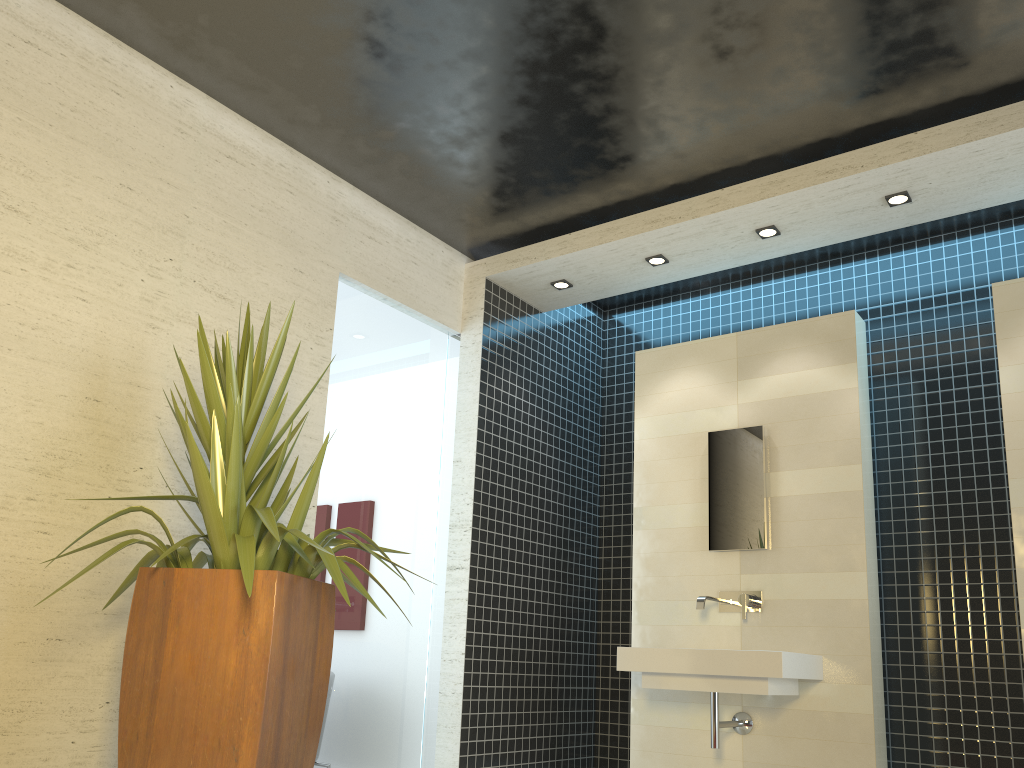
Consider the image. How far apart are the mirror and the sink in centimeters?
24cm

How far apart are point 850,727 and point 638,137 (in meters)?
2.98

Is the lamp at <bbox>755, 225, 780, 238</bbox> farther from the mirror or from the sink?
the sink

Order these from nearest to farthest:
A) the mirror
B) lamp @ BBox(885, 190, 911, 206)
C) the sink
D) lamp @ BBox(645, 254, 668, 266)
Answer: the sink → lamp @ BBox(885, 190, 911, 206) → the mirror → lamp @ BBox(645, 254, 668, 266)

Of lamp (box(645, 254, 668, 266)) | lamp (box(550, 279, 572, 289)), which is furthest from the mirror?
lamp (box(550, 279, 572, 289))

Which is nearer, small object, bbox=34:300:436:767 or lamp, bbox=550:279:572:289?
small object, bbox=34:300:436:767

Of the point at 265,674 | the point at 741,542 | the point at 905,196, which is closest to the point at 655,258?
the point at 905,196

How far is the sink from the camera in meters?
3.9 m

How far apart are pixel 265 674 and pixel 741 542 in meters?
2.9

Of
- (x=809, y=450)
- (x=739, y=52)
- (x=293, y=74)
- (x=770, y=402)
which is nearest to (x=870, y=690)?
(x=809, y=450)
